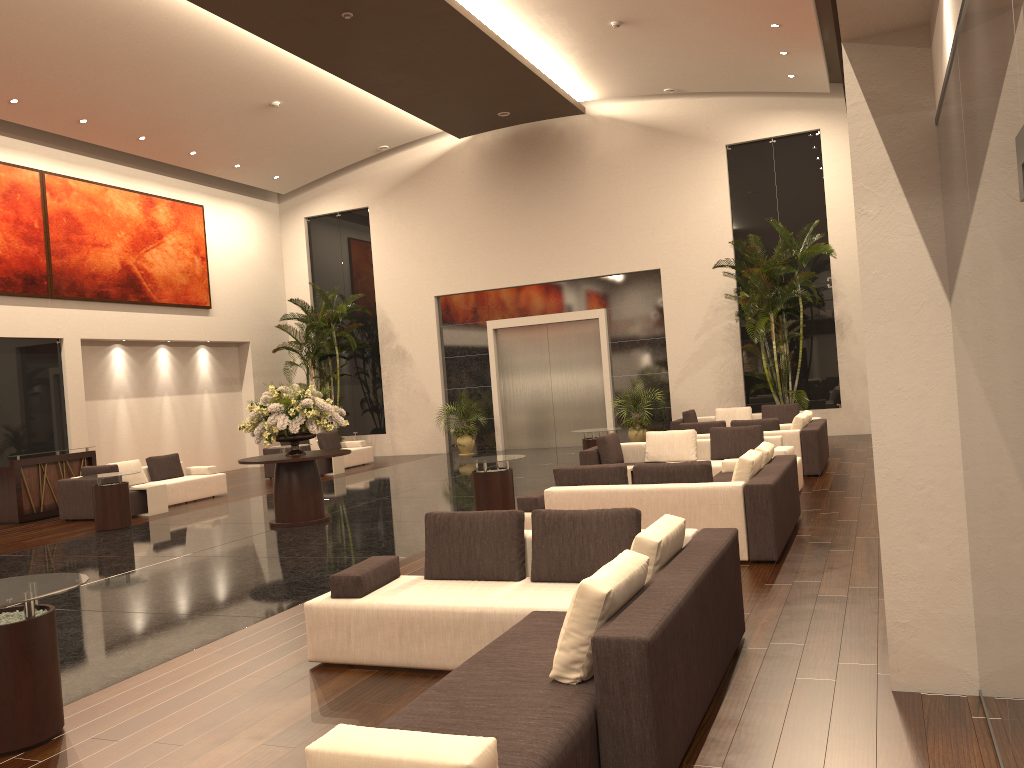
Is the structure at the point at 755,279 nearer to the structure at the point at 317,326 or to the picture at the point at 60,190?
the structure at the point at 317,326

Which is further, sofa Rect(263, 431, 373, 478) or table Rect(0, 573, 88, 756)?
sofa Rect(263, 431, 373, 478)

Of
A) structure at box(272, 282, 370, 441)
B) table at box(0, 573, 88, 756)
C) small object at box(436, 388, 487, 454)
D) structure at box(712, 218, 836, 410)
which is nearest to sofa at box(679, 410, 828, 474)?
structure at box(712, 218, 836, 410)

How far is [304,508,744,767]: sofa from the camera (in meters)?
3.24

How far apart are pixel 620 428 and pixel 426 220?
10.4m

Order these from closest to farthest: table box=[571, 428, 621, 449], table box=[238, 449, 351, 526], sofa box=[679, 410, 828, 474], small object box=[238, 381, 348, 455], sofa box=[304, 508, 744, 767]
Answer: sofa box=[304, 508, 744, 767] < small object box=[238, 381, 348, 455] < table box=[238, 449, 351, 526] < sofa box=[679, 410, 828, 474] < table box=[571, 428, 621, 449]

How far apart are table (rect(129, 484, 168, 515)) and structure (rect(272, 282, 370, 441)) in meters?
7.7

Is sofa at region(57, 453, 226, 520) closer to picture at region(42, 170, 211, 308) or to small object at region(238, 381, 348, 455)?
small object at region(238, 381, 348, 455)

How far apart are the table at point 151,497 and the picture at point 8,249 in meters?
5.4

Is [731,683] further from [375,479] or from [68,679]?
[375,479]
